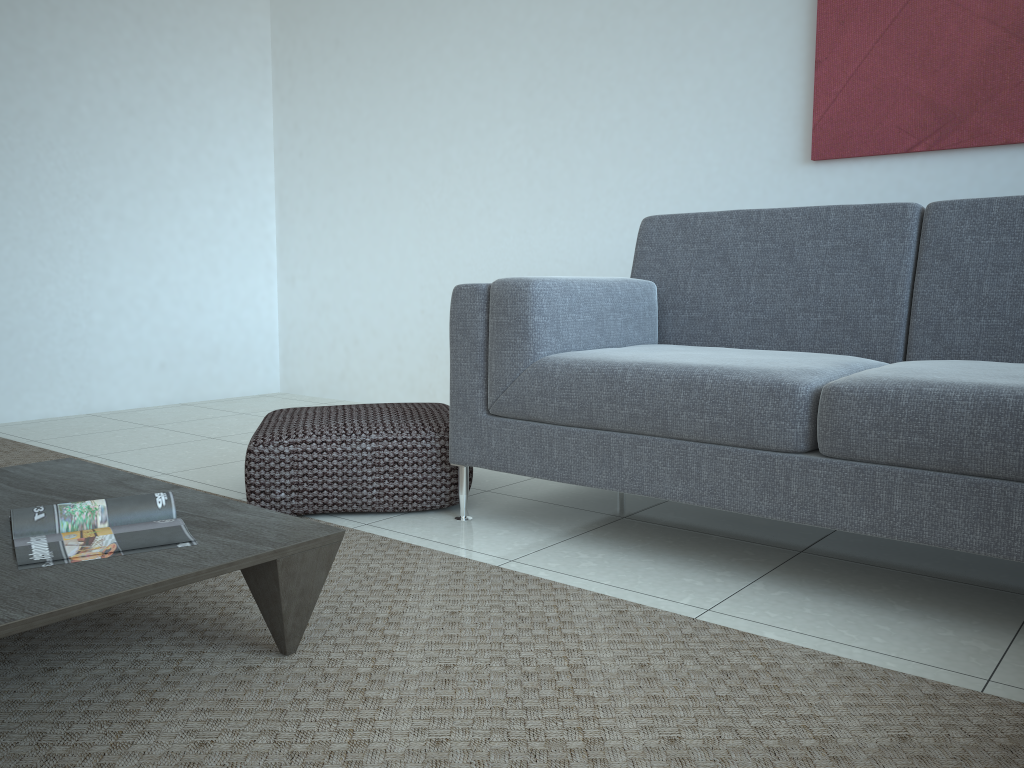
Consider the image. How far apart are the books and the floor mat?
0.22m

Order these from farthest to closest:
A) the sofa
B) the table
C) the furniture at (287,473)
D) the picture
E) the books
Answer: the picture → the furniture at (287,473) → the sofa → the books → the table

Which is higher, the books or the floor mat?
the books

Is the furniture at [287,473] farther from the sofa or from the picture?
the picture

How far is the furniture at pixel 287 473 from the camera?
2.4m

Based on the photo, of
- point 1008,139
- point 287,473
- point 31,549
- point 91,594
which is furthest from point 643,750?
point 1008,139

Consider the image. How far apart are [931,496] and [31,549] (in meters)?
1.56

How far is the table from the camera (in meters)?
1.21

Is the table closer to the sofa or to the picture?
the sofa

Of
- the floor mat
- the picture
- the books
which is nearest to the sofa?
the floor mat
